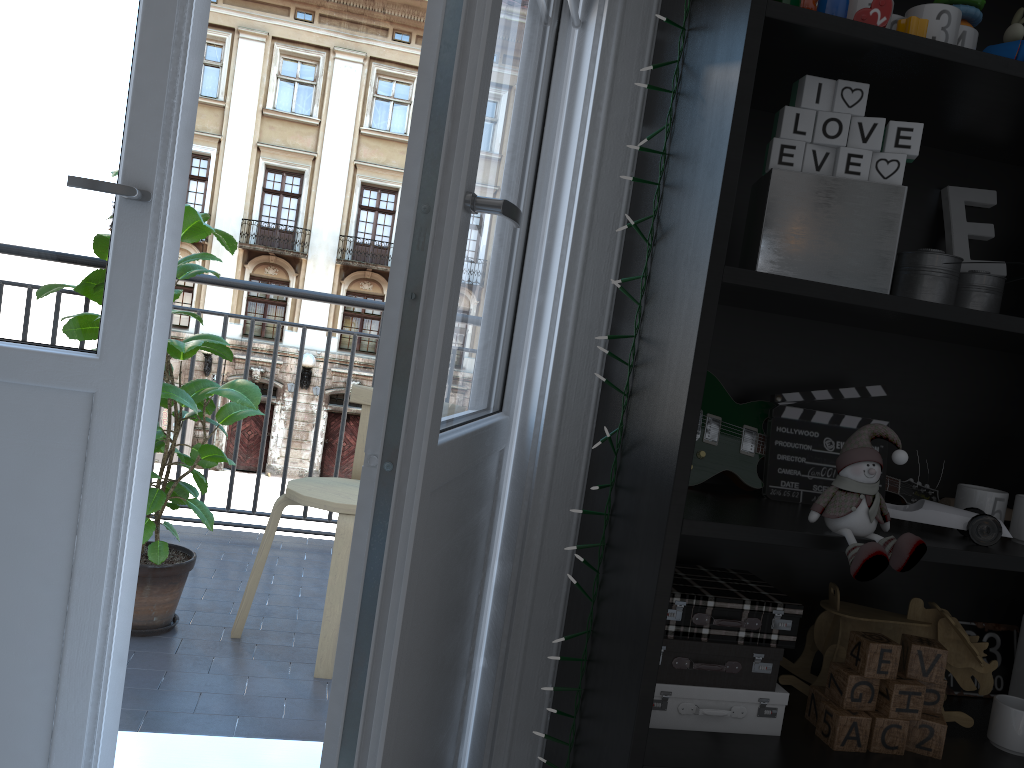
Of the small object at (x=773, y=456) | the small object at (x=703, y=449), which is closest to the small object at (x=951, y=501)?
the small object at (x=703, y=449)

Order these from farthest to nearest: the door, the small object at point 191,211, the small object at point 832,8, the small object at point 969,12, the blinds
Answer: the small object at point 191,211 < the blinds < the small object at point 969,12 < the small object at point 832,8 < the door

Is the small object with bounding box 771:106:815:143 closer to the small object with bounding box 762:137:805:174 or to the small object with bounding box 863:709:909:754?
the small object with bounding box 762:137:805:174

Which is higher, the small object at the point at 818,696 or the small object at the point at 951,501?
the small object at the point at 951,501

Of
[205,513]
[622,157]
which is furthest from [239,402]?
[622,157]

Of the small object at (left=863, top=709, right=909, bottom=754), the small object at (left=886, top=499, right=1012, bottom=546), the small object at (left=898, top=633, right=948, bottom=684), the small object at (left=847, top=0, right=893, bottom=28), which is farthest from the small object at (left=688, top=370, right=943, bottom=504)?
the small object at (left=847, top=0, right=893, bottom=28)

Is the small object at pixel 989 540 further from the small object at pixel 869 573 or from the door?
the door

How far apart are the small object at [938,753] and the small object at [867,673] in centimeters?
8cm

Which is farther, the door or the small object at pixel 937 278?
the small object at pixel 937 278

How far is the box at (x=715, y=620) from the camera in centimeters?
117cm
